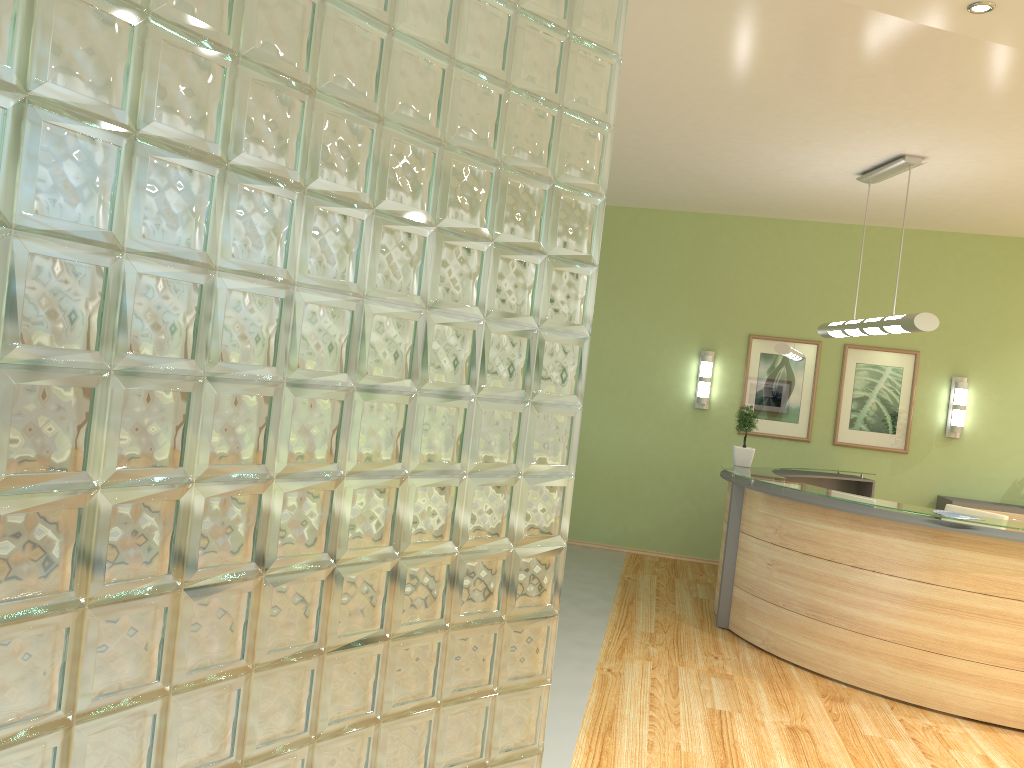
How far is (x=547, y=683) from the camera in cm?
253

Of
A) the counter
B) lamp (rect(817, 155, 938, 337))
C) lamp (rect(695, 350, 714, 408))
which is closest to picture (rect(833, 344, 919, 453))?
the counter

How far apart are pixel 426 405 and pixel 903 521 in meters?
4.0

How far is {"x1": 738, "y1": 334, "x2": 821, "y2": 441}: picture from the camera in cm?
873

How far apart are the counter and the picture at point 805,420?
0.62m

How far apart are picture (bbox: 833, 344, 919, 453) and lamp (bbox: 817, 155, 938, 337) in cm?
164

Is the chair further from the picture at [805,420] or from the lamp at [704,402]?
the lamp at [704,402]

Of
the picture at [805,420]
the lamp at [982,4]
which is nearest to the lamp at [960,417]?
the picture at [805,420]

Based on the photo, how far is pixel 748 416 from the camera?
7.1m

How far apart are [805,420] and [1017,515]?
2.0 meters
